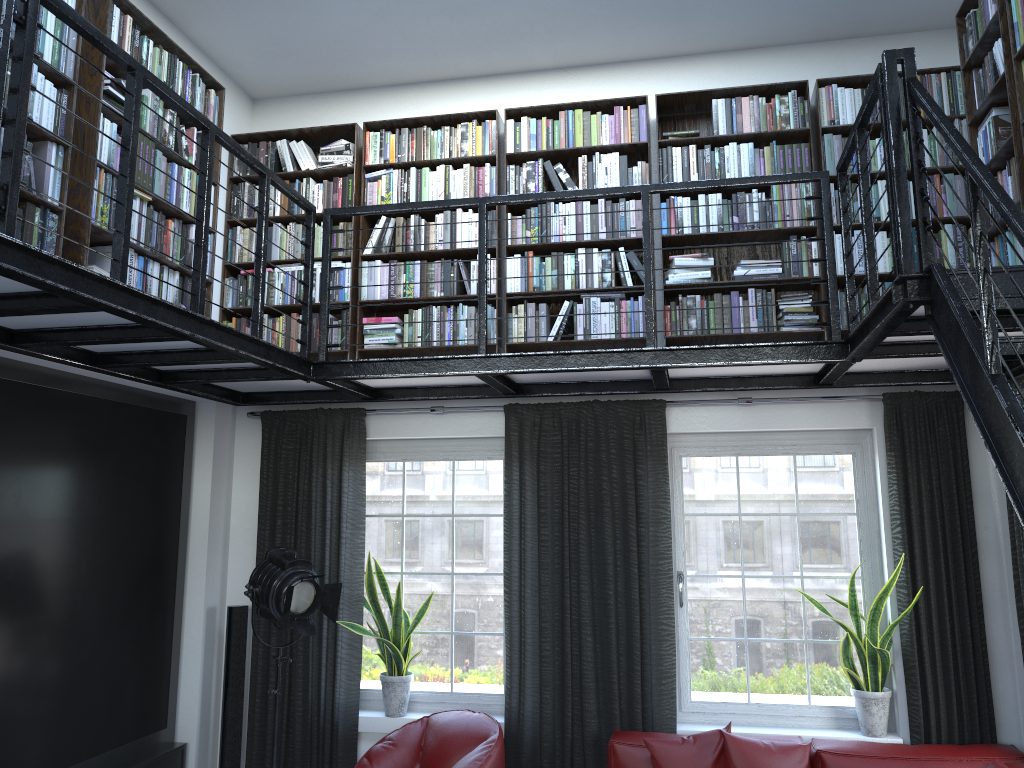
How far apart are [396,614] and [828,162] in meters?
3.5

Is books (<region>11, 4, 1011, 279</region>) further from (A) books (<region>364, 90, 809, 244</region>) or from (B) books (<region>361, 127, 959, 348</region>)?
(A) books (<region>364, 90, 809, 244</region>)

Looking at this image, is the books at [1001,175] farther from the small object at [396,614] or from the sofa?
the sofa

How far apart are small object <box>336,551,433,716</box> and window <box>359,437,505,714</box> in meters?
0.1

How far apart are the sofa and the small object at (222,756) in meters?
2.2

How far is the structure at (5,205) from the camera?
2.5 meters

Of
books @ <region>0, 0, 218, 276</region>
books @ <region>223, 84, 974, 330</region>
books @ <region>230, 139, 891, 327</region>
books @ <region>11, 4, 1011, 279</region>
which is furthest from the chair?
books @ <region>11, 4, 1011, 279</region>

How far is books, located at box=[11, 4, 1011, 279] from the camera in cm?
358

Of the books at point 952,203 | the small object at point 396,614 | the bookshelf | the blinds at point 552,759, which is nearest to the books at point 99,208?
the bookshelf

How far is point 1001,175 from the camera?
3.9m
